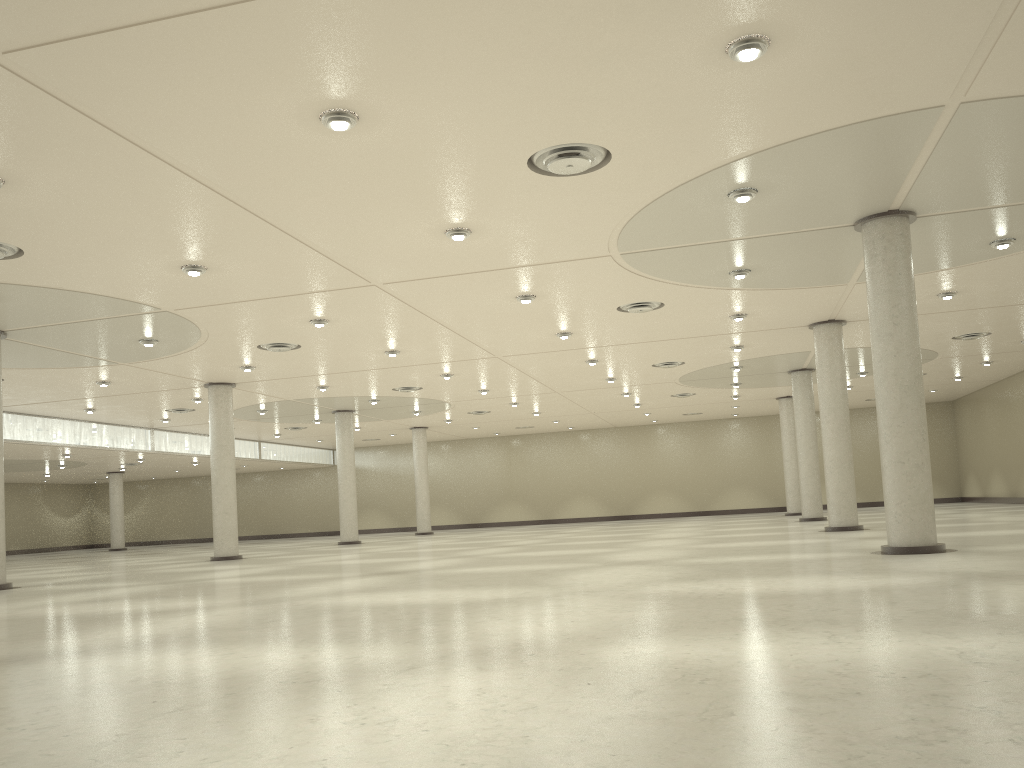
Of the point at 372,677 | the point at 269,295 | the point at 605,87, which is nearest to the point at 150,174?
the point at 605,87
